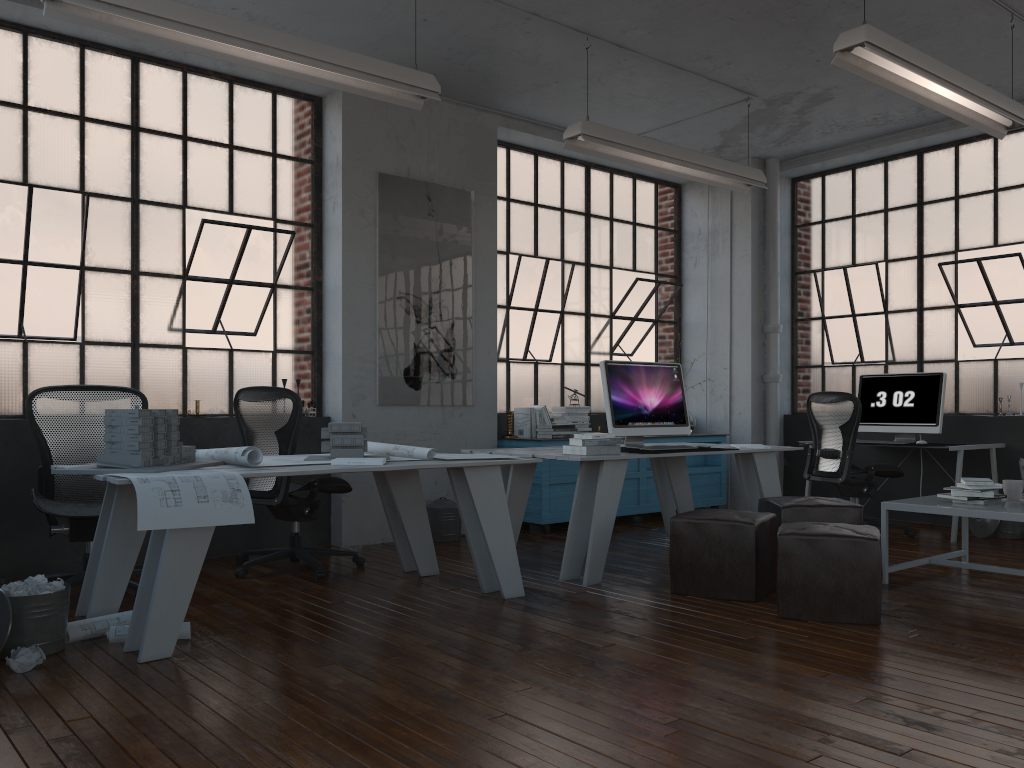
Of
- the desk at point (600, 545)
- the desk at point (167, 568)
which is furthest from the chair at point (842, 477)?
the desk at point (167, 568)

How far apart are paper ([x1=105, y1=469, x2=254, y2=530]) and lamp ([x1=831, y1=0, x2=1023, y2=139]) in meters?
3.3

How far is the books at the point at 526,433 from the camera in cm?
703

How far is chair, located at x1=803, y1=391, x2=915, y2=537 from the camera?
6.4m

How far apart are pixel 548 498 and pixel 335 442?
2.6m

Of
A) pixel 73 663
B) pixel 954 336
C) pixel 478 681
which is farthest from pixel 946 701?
pixel 954 336

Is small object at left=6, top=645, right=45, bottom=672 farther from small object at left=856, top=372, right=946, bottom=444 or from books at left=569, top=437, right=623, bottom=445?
small object at left=856, top=372, right=946, bottom=444

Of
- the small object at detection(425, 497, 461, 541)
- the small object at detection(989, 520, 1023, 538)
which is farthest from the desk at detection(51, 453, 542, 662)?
the small object at detection(989, 520, 1023, 538)

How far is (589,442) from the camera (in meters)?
4.95

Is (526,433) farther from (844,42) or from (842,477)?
(844,42)
